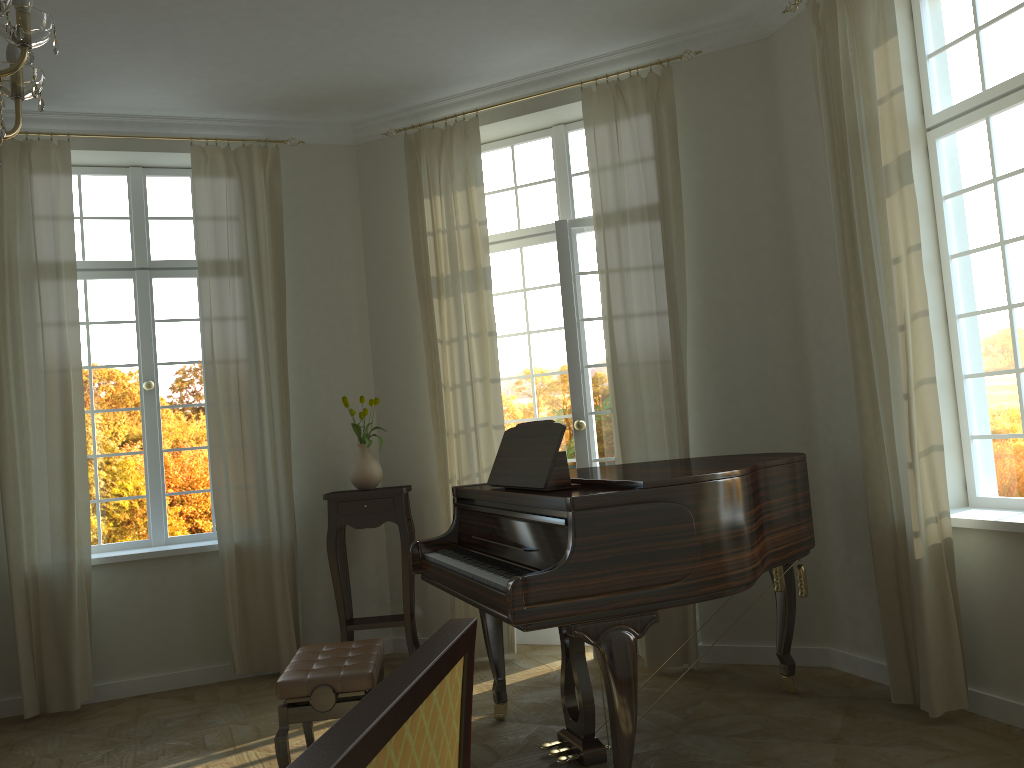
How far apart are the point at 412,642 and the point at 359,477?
1.1 meters

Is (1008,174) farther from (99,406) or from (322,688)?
(99,406)

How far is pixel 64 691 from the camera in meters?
5.1

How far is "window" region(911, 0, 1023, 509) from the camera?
3.9m

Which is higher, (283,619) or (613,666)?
(613,666)

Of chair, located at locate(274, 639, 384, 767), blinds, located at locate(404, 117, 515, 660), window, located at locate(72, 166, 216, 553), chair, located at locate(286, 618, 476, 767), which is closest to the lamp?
chair, located at locate(286, 618, 476, 767)

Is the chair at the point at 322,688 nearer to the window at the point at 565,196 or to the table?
the table

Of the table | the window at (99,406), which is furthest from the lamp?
Answer: the window at (99,406)

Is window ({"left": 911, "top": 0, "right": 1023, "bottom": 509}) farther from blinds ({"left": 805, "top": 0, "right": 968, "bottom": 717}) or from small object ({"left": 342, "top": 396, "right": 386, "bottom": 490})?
small object ({"left": 342, "top": 396, "right": 386, "bottom": 490})

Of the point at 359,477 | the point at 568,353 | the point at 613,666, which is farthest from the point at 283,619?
the point at 613,666
